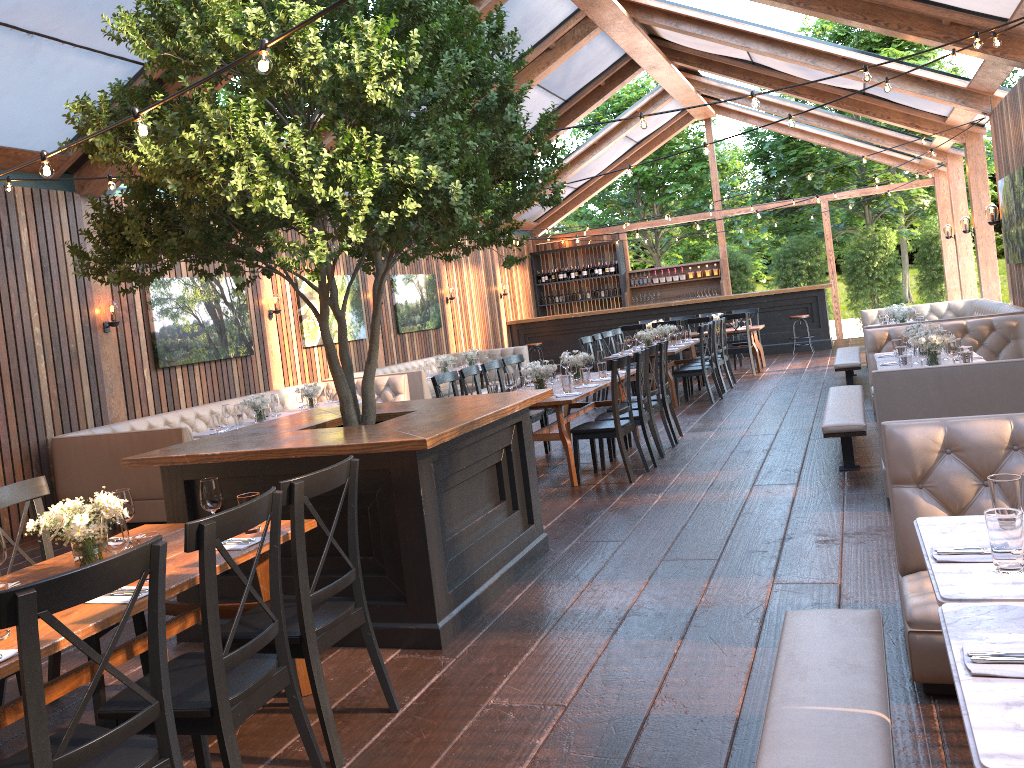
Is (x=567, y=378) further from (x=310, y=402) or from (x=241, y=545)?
(x=241, y=545)

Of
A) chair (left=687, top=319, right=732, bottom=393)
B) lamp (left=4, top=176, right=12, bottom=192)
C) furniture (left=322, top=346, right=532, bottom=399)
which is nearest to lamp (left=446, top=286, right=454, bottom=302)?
furniture (left=322, top=346, right=532, bottom=399)

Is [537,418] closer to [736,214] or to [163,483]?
[163,483]

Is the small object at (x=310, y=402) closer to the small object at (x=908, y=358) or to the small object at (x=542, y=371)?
the small object at (x=542, y=371)

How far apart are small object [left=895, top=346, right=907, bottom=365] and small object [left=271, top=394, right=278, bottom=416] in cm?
624

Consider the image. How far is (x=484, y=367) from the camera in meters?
8.9 m

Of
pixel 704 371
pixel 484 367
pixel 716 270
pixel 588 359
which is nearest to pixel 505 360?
pixel 484 367

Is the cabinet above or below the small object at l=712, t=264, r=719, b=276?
below

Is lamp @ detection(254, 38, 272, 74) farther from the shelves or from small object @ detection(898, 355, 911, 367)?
the shelves

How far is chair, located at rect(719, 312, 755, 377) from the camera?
14.3 meters
